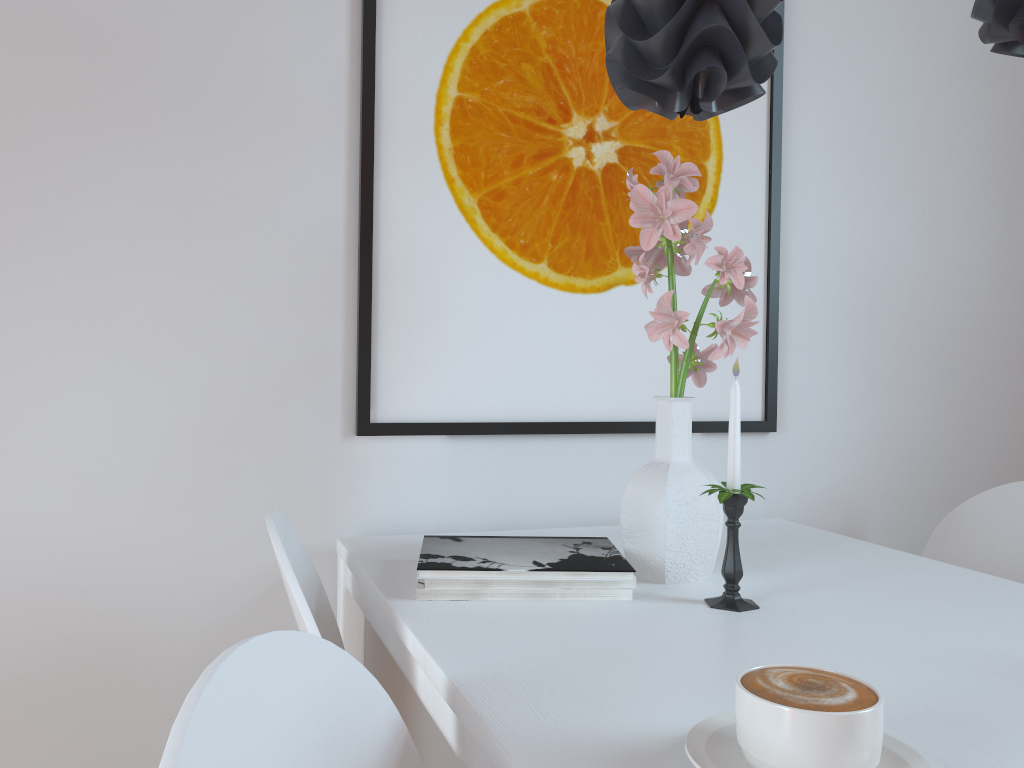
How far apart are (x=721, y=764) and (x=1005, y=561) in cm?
121

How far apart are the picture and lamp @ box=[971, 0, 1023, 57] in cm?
60

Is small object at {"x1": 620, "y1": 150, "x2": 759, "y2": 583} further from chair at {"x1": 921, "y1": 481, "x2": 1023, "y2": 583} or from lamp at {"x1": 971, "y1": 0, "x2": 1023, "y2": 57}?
chair at {"x1": 921, "y1": 481, "x2": 1023, "y2": 583}

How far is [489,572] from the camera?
1.04m

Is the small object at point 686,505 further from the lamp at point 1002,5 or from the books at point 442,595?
the lamp at point 1002,5

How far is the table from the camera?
0.69m

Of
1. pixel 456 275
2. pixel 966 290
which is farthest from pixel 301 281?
pixel 966 290

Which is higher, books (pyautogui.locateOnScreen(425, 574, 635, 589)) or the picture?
the picture

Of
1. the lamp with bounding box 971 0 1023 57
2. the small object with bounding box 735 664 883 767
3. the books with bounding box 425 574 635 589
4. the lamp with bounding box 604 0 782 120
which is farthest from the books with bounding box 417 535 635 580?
the lamp with bounding box 971 0 1023 57

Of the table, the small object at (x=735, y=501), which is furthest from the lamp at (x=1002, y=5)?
the table
